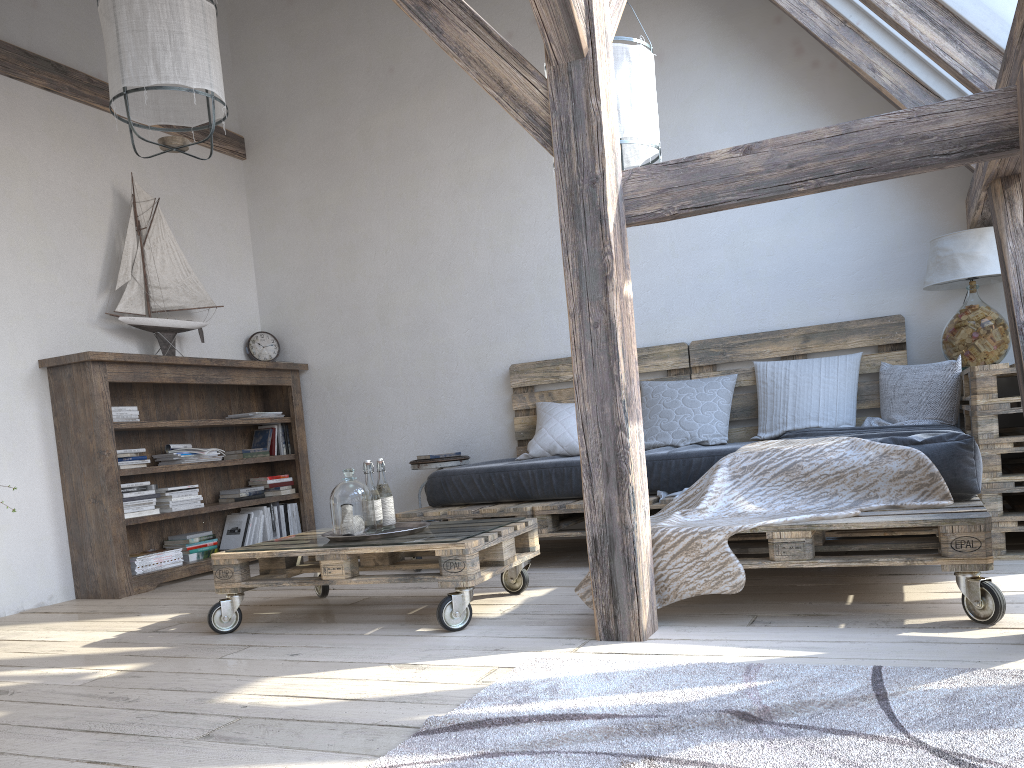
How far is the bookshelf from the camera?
4.2 meters

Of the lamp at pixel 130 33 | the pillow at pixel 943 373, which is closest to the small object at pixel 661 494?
the pillow at pixel 943 373

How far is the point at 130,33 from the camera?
3.1 meters

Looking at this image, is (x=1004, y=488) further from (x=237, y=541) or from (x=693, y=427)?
(x=237, y=541)

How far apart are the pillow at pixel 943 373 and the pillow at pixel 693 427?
0.1m

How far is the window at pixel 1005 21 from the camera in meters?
2.8 m

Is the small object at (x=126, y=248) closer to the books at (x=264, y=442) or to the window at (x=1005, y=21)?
the books at (x=264, y=442)

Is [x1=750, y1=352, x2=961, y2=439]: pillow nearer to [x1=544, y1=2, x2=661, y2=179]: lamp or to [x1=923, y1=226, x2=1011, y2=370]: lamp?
[x1=923, y1=226, x2=1011, y2=370]: lamp

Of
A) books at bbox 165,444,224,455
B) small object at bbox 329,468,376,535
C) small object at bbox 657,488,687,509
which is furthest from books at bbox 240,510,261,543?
small object at bbox 657,488,687,509

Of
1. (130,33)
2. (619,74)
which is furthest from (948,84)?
(130,33)
